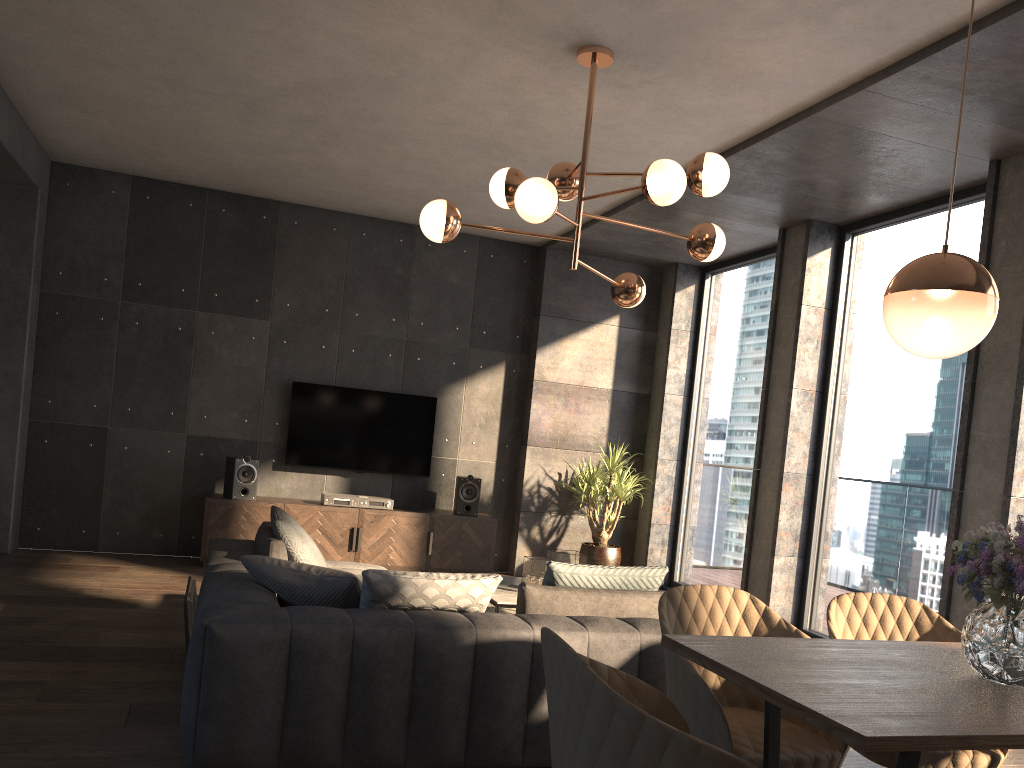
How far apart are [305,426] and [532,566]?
3.1m

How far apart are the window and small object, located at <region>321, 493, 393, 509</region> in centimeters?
267cm

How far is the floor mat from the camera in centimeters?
617cm

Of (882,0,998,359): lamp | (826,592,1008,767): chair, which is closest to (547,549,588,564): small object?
(826,592,1008,767): chair

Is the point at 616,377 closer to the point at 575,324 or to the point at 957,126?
the point at 575,324

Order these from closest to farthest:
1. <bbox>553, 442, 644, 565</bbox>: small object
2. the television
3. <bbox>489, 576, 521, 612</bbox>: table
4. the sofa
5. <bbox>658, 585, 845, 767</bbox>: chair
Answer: <bbox>658, 585, 845, 767</bbox>: chair, the sofa, <bbox>489, 576, 521, 612</bbox>: table, the television, <bbox>553, 442, 644, 565</bbox>: small object

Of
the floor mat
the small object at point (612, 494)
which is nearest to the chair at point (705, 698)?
the floor mat

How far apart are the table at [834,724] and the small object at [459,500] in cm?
530

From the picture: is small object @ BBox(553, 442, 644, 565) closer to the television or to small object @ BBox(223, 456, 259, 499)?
the television

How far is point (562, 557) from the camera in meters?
5.3
